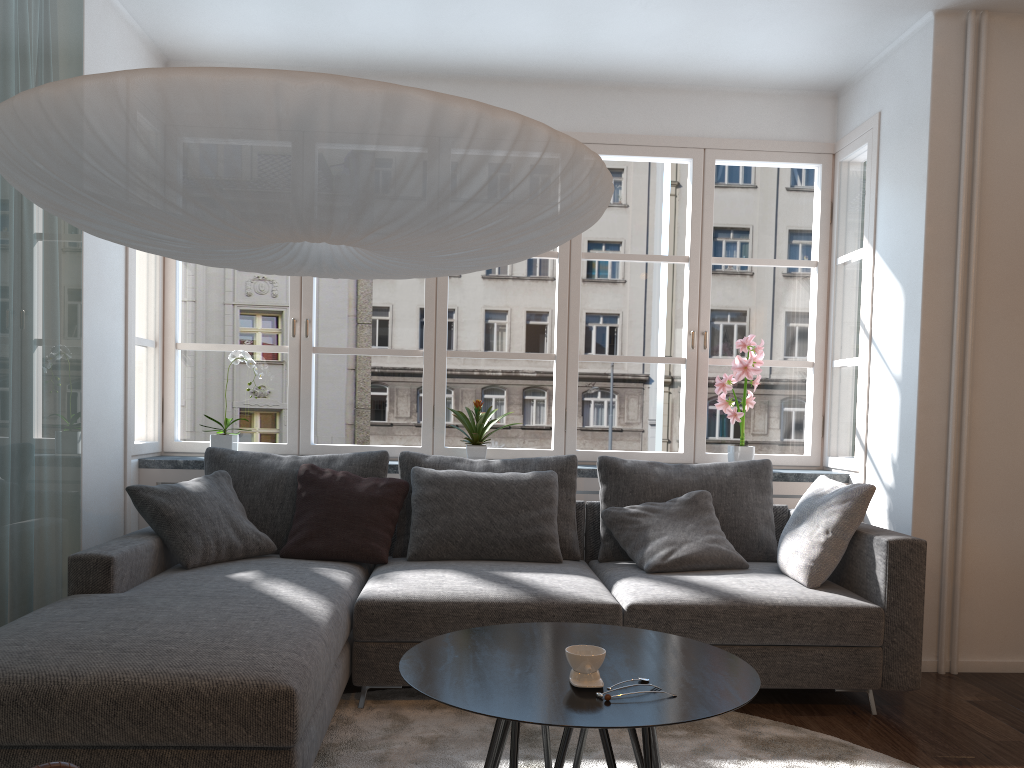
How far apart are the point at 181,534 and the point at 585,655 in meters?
2.1 m

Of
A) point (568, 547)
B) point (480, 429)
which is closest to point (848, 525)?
point (568, 547)

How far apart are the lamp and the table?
1.0 meters

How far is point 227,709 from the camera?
2.05m

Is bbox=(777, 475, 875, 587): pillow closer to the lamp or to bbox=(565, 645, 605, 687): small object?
bbox=(565, 645, 605, 687): small object

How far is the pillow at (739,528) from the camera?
3.9 meters

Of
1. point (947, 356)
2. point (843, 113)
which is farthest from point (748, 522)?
point (843, 113)

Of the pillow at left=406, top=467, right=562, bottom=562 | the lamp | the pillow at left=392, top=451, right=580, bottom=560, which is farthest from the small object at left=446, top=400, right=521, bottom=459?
the lamp

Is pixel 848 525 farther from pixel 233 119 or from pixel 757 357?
pixel 233 119

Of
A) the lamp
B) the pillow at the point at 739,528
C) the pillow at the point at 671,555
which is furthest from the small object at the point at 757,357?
the lamp
